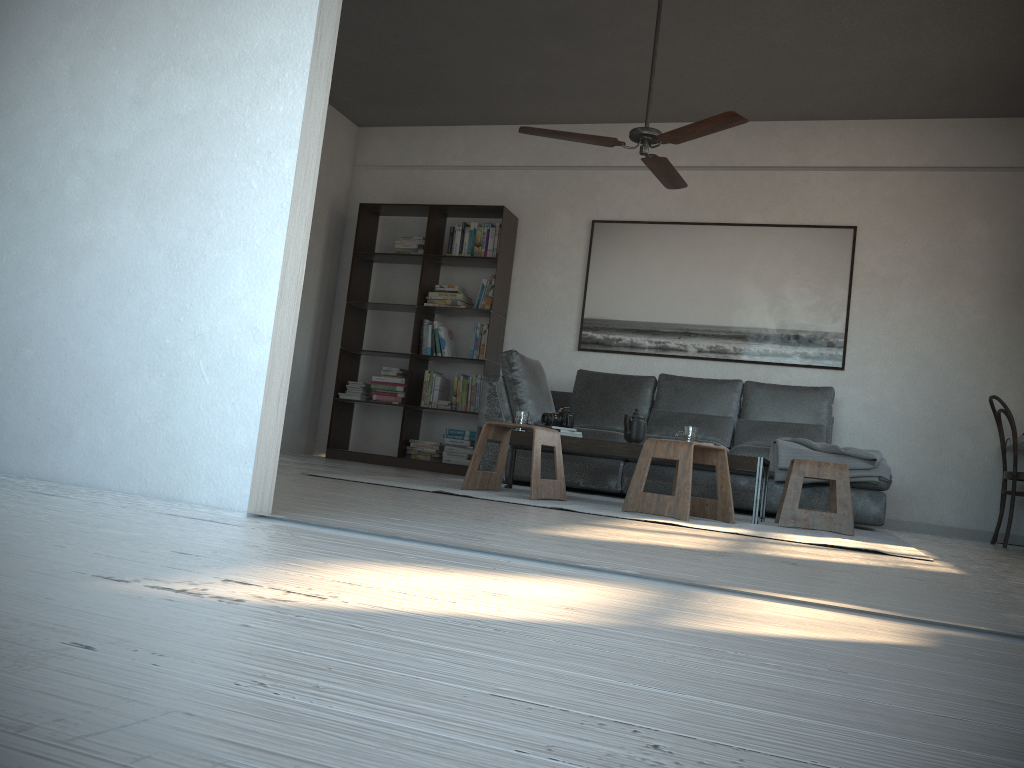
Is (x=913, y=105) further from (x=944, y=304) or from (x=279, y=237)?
(x=279, y=237)

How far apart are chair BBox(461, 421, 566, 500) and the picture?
2.5m

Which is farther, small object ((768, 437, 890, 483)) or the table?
small object ((768, 437, 890, 483))

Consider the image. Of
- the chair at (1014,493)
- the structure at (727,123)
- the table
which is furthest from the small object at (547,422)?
the chair at (1014,493)

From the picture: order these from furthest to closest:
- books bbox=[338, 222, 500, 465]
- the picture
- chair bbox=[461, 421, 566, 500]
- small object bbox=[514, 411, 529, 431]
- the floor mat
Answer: books bbox=[338, 222, 500, 465]
the picture
small object bbox=[514, 411, 529, 431]
chair bbox=[461, 421, 566, 500]
the floor mat

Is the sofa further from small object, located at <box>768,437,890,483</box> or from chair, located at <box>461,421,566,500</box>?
chair, located at <box>461,421,566,500</box>

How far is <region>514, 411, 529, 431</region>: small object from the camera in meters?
4.8

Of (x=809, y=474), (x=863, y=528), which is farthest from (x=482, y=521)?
(x=863, y=528)

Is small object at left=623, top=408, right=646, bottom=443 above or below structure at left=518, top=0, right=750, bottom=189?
below

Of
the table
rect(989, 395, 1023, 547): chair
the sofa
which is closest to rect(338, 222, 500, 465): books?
the sofa
